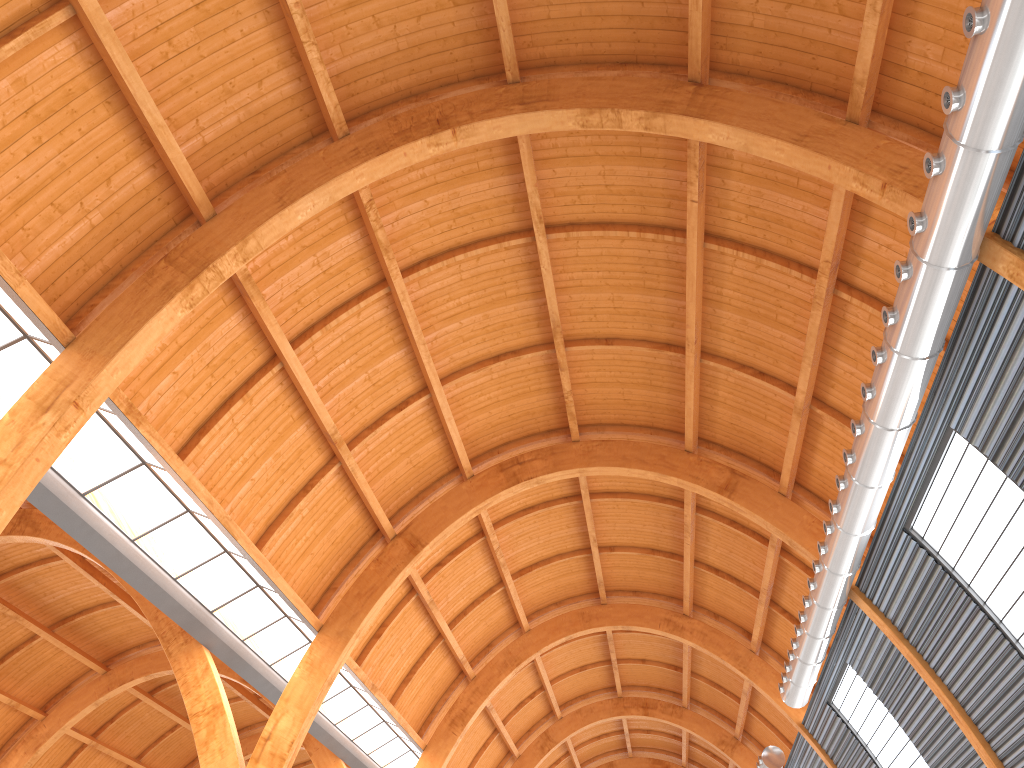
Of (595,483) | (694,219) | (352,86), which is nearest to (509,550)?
(595,483)
